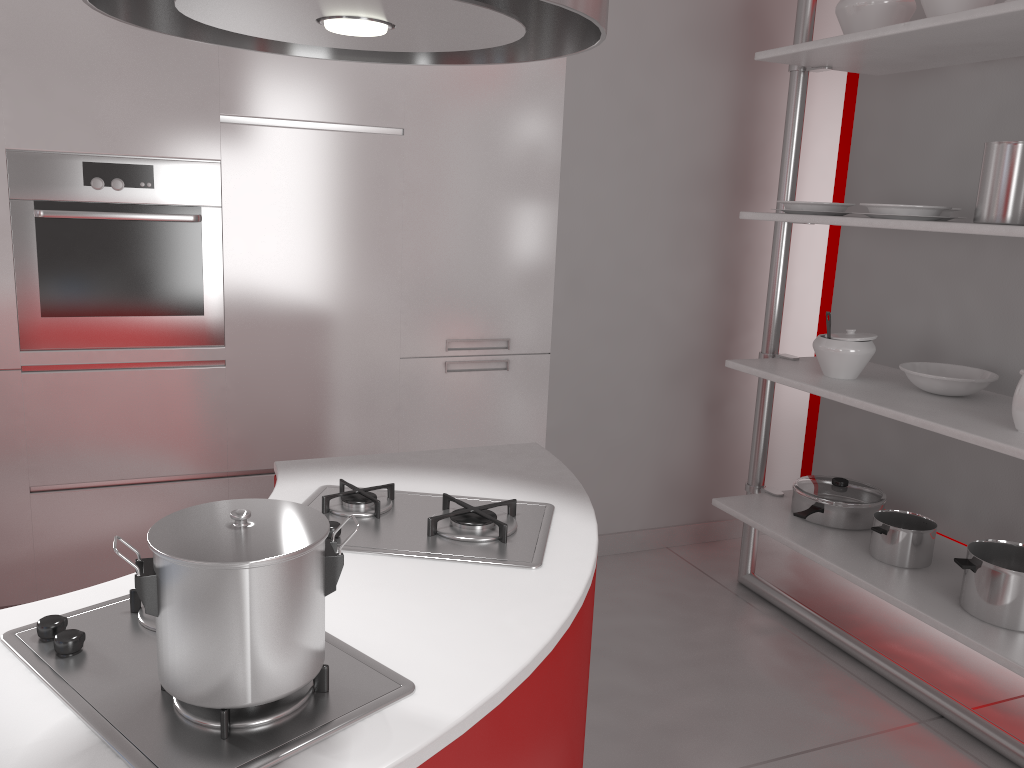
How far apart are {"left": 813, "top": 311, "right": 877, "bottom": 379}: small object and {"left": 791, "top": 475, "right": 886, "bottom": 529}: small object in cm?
42

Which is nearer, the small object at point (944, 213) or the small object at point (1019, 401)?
the small object at point (1019, 401)

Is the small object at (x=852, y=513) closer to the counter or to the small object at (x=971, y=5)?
the counter

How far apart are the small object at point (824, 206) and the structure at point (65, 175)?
1.8m

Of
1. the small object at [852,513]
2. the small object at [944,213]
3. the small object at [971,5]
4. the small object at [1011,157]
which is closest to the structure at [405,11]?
the small object at [1011,157]

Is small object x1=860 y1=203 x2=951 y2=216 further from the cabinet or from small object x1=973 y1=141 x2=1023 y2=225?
the cabinet

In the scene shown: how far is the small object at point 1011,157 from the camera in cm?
222

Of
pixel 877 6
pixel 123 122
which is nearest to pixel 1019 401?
pixel 877 6

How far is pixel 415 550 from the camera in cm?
142

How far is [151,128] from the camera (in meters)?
2.72
